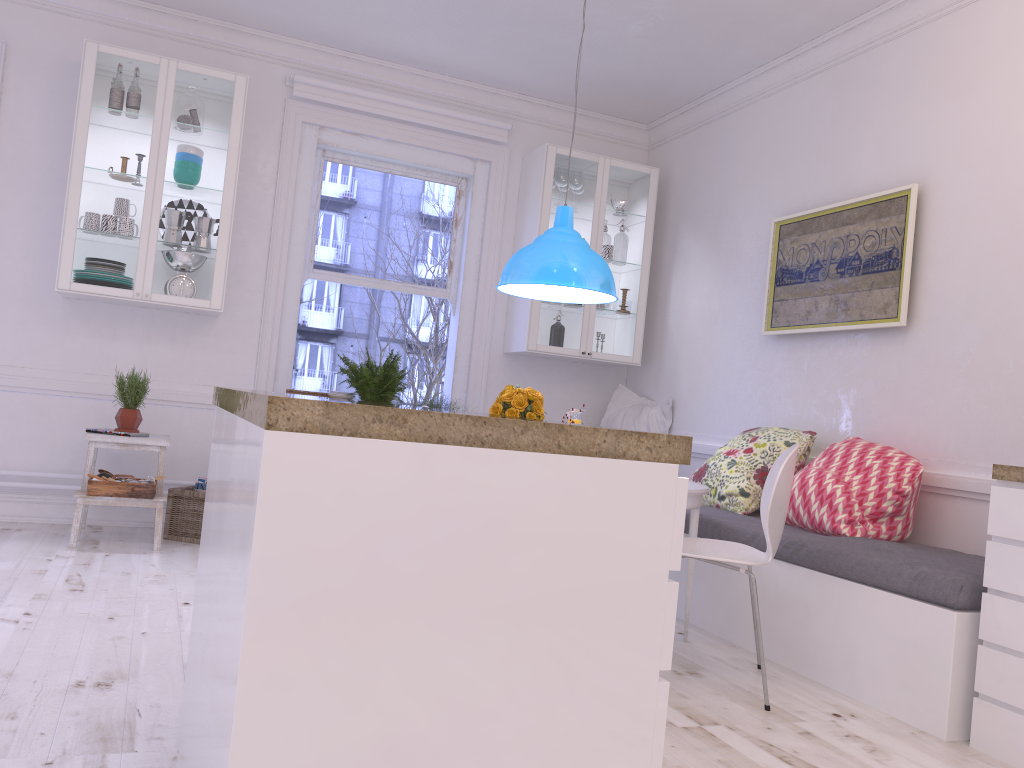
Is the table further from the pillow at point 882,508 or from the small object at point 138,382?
the small object at point 138,382

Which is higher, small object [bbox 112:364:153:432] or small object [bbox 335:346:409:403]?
small object [bbox 335:346:409:403]

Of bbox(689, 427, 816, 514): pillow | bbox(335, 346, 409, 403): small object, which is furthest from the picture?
bbox(335, 346, 409, 403): small object

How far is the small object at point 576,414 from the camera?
3.9m

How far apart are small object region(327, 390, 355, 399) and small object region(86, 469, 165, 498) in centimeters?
106cm

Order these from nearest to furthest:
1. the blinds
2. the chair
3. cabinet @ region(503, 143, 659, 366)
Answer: the chair < the blinds < cabinet @ region(503, 143, 659, 366)

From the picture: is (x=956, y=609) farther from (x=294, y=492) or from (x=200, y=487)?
(x=200, y=487)

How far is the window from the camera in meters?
5.4

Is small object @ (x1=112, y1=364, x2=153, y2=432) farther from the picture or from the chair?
the picture

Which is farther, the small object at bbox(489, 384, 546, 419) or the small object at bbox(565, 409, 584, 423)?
the small object at bbox(565, 409, 584, 423)
